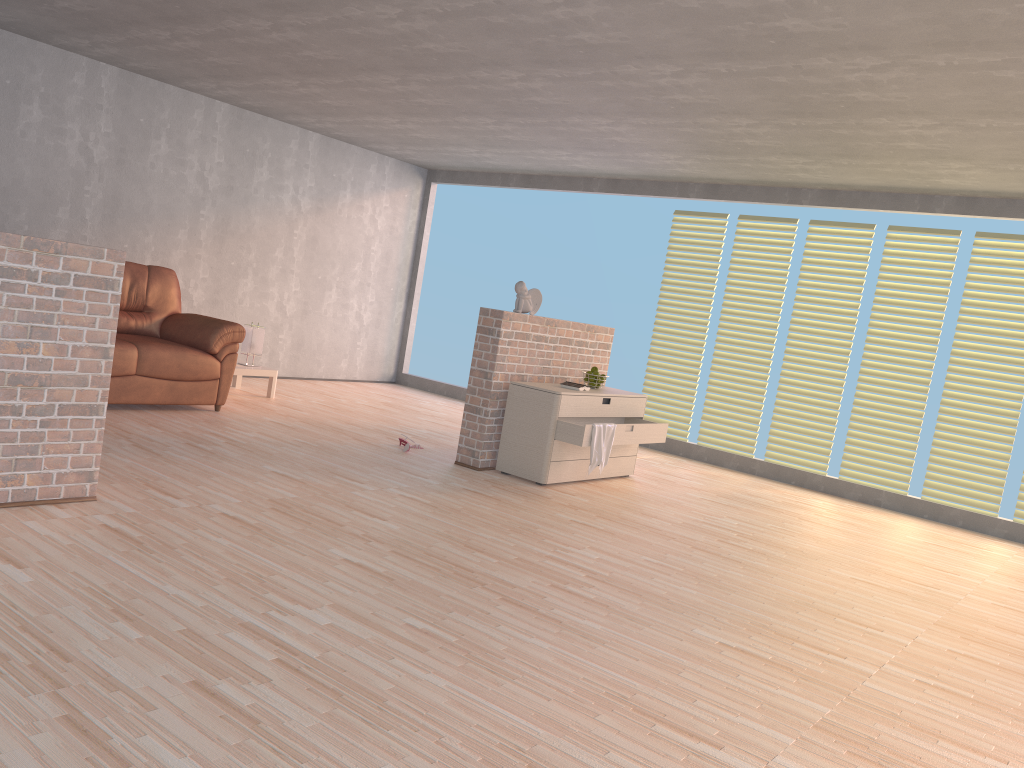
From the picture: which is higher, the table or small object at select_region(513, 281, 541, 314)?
small object at select_region(513, 281, 541, 314)

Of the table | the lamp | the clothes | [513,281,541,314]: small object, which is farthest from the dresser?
the lamp

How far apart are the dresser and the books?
0.06m

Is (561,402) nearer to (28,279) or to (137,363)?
(137,363)

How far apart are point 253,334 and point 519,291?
2.7m

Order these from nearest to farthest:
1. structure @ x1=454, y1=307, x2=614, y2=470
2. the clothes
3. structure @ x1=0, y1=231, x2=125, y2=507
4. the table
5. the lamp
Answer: structure @ x1=0, y1=231, x2=125, y2=507 → the clothes → structure @ x1=454, y1=307, x2=614, y2=470 → the table → the lamp

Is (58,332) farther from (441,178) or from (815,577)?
(441,178)

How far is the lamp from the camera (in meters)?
7.46

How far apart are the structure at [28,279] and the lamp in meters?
3.8

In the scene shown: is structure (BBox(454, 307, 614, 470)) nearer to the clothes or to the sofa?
the clothes
